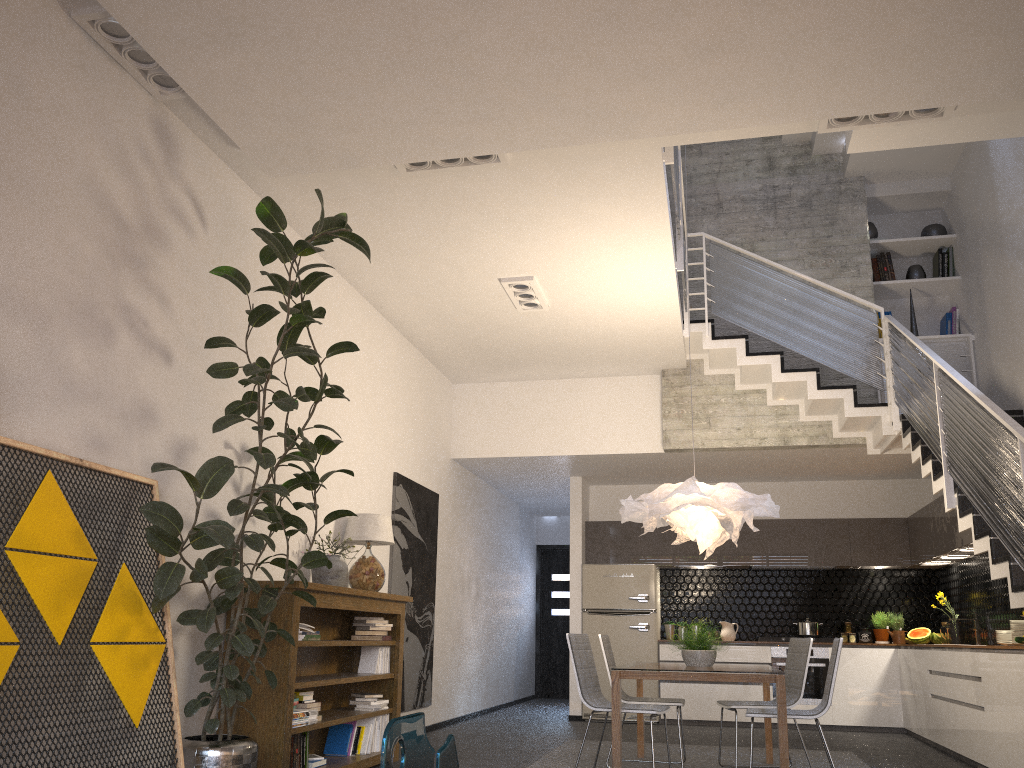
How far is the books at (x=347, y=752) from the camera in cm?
581

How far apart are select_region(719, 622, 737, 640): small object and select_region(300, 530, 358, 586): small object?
5.6 meters

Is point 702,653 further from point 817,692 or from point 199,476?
point 817,692

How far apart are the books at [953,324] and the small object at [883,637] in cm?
316

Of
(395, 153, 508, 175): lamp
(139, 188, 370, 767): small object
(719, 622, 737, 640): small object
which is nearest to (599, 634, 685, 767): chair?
(139, 188, 370, 767): small object

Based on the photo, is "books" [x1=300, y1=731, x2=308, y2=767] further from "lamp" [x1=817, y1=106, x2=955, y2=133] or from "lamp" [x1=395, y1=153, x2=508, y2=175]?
"lamp" [x1=817, y1=106, x2=955, y2=133]

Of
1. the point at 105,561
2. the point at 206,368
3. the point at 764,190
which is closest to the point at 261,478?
the point at 206,368

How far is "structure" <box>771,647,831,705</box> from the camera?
9.2 meters

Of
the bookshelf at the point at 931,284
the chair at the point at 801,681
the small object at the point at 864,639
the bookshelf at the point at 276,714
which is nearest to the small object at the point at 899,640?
the small object at the point at 864,639

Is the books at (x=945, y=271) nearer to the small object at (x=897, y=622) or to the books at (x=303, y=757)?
the small object at (x=897, y=622)
